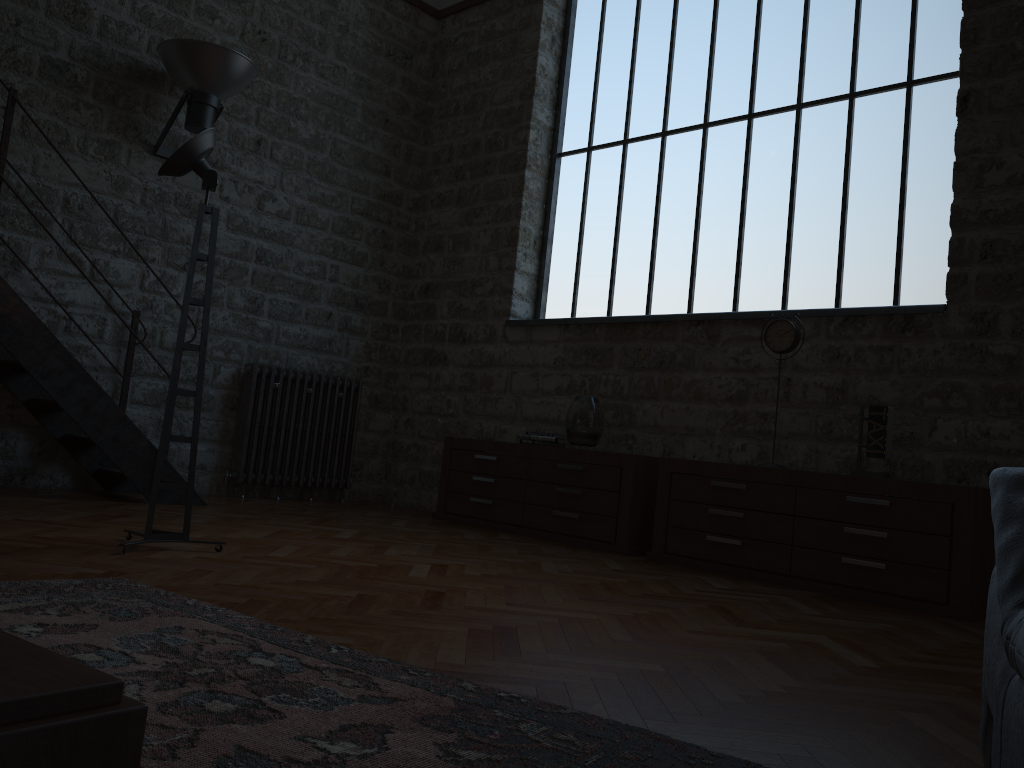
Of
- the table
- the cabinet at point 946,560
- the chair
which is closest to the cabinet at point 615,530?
the cabinet at point 946,560

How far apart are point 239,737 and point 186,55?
5.2 meters

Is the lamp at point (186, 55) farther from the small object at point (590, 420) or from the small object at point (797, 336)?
the small object at point (797, 336)

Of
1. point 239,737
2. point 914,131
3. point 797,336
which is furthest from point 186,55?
point 239,737

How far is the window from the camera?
5.13m

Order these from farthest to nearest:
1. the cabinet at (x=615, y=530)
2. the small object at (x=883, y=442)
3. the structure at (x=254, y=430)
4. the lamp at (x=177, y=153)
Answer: the structure at (x=254, y=430) → the cabinet at (x=615, y=530) → the small object at (x=883, y=442) → the lamp at (x=177, y=153)

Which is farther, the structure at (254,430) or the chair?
the structure at (254,430)

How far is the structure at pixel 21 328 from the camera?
4.8 meters

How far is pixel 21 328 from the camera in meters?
4.8 m

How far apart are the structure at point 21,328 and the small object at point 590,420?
2.4m
